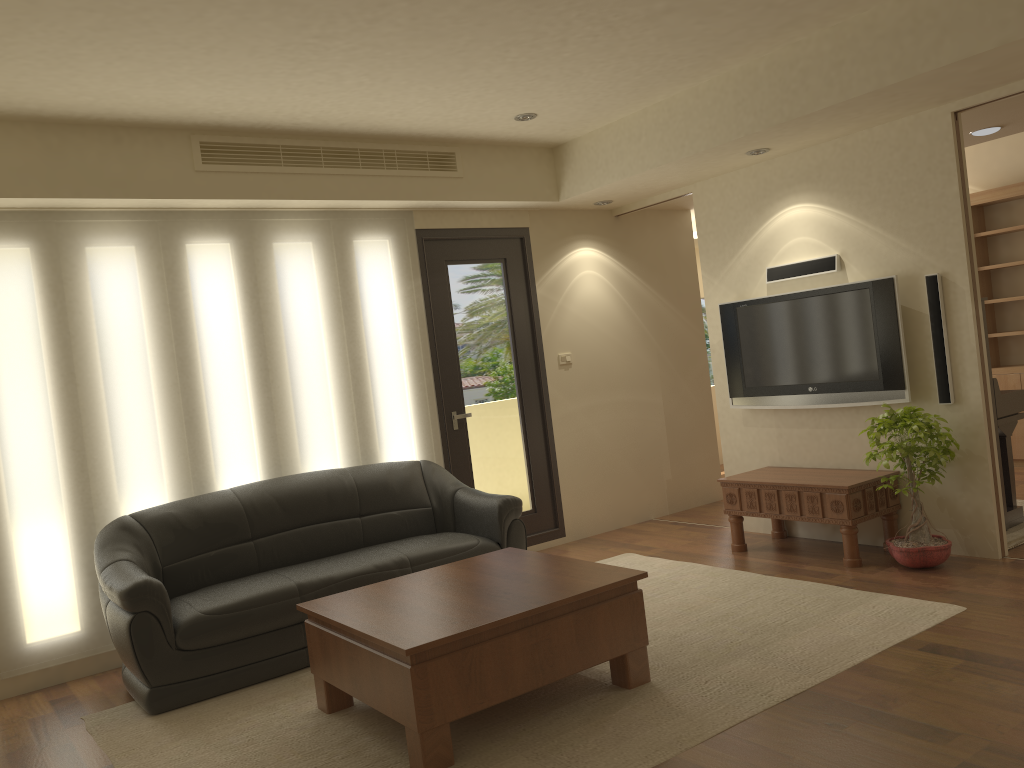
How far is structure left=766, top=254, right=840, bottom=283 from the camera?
5.7 meters

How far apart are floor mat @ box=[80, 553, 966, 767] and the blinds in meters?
0.8 m

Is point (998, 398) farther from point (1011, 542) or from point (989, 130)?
point (989, 130)

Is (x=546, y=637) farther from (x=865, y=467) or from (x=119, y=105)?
(x=119, y=105)

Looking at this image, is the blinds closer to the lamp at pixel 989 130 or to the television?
the television

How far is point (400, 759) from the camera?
3.4 meters

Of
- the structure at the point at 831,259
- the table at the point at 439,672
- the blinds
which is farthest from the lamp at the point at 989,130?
the table at the point at 439,672

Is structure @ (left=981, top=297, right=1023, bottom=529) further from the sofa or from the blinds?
the blinds

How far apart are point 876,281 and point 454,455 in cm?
303

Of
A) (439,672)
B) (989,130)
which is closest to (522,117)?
(989,130)
